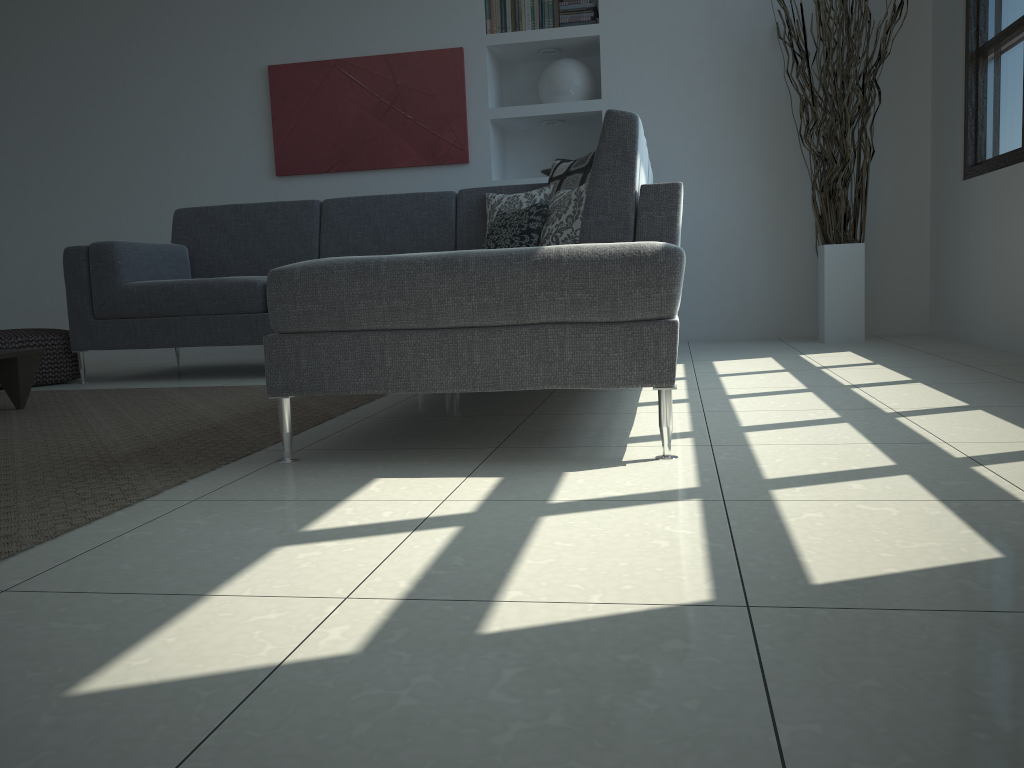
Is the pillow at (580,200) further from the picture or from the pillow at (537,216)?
the picture

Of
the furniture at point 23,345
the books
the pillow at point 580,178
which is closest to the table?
the furniture at point 23,345

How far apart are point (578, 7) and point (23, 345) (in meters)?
3.42

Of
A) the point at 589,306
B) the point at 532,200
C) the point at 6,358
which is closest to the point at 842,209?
the point at 532,200

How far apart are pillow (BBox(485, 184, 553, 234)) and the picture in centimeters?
91cm

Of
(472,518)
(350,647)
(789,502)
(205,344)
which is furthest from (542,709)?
(205,344)

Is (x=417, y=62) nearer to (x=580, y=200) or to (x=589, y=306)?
(x=580, y=200)

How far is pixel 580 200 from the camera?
3.58m

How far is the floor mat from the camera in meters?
1.7

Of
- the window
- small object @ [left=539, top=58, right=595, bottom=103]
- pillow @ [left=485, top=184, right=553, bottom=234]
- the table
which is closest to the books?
small object @ [left=539, top=58, right=595, bottom=103]
